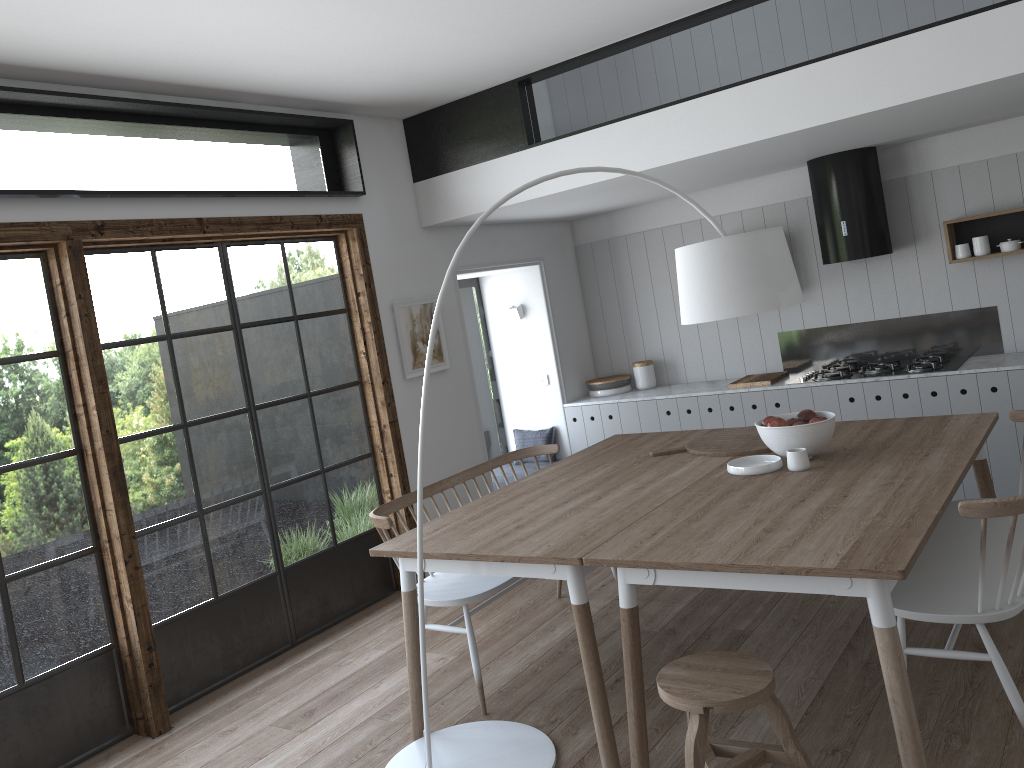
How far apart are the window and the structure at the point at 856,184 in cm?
290

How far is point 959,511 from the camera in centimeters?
258cm

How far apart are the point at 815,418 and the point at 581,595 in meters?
1.3

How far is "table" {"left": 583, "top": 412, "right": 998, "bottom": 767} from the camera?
2.4 meters

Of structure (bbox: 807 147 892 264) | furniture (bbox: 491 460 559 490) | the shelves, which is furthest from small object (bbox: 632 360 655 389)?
the shelves

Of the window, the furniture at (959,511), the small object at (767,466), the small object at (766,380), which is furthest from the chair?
the small object at (766,380)

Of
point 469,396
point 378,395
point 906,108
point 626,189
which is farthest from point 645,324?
point 906,108

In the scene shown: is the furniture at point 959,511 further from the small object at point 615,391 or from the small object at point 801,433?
the small object at point 615,391

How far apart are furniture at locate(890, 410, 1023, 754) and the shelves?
2.05m

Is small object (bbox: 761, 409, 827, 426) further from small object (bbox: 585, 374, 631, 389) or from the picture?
small object (bbox: 585, 374, 631, 389)
